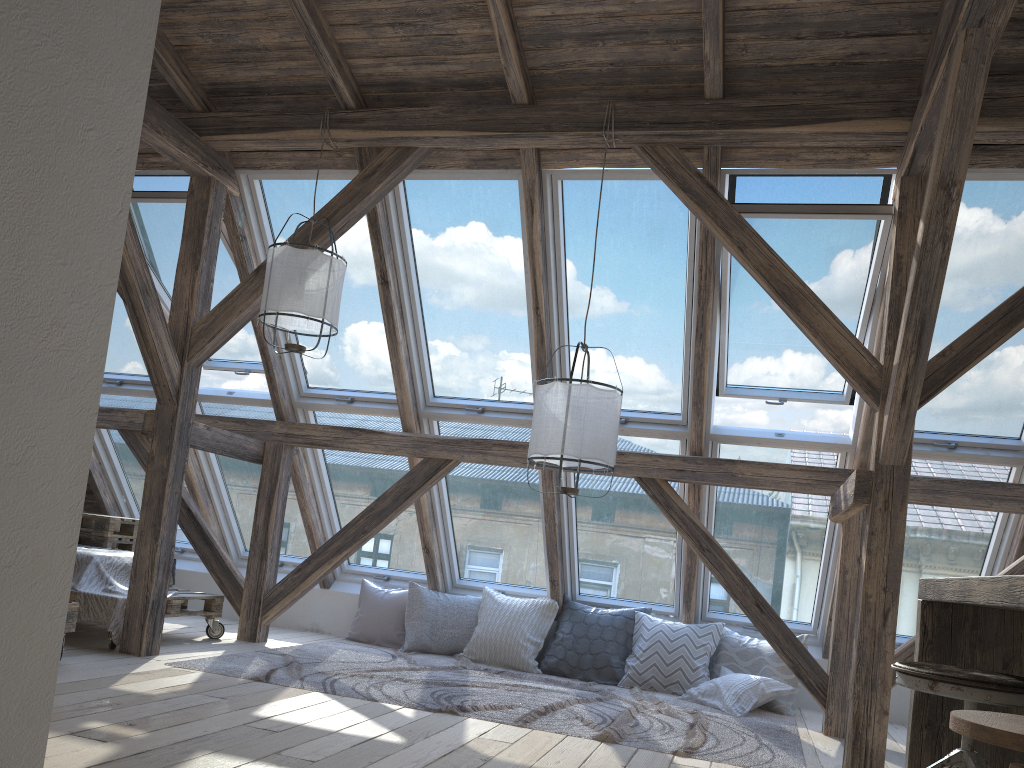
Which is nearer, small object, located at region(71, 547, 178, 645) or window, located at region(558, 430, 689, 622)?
small object, located at region(71, 547, 178, 645)

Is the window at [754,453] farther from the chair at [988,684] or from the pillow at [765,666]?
the chair at [988,684]

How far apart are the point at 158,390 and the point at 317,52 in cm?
197

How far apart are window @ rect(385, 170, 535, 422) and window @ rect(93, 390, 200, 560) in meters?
2.1

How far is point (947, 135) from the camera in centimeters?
315cm

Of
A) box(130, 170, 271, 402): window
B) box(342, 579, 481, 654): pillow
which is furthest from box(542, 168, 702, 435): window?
box(130, 170, 271, 402): window

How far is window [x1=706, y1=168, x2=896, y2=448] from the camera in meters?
4.3 m

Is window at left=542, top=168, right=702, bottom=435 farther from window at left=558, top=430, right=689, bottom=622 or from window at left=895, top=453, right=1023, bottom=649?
window at left=895, top=453, right=1023, bottom=649

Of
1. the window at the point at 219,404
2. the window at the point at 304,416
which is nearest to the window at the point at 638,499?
the window at the point at 304,416

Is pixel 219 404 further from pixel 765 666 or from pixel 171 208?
pixel 765 666
